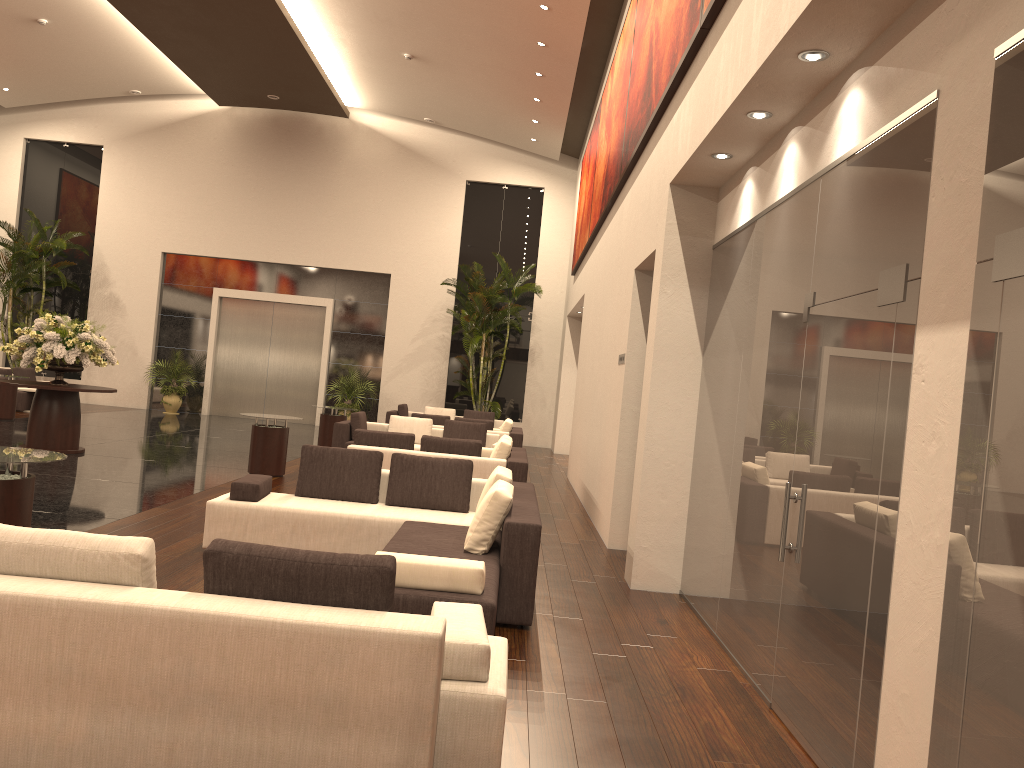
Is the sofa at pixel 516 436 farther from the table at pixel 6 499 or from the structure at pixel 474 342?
the table at pixel 6 499

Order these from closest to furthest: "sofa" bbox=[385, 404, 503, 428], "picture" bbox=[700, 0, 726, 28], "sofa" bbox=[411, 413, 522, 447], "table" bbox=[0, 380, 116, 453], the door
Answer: "picture" bbox=[700, 0, 726, 28]
"table" bbox=[0, 380, 116, 453]
"sofa" bbox=[411, 413, 522, 447]
"sofa" bbox=[385, 404, 503, 428]
the door

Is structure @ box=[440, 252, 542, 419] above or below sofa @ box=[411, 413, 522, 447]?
above

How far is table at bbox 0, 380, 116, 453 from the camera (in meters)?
12.05

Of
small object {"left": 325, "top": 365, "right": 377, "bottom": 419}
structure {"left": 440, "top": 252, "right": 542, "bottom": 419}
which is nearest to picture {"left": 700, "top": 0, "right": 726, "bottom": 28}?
structure {"left": 440, "top": 252, "right": 542, "bottom": 419}

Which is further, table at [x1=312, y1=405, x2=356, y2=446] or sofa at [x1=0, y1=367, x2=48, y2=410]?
sofa at [x1=0, y1=367, x2=48, y2=410]

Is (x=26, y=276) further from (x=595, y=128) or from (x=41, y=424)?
(x=595, y=128)

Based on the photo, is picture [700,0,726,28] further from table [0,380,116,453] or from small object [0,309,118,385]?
table [0,380,116,453]

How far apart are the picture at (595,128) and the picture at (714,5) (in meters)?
9.38

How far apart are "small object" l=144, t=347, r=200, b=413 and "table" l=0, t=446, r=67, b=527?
16.55m
